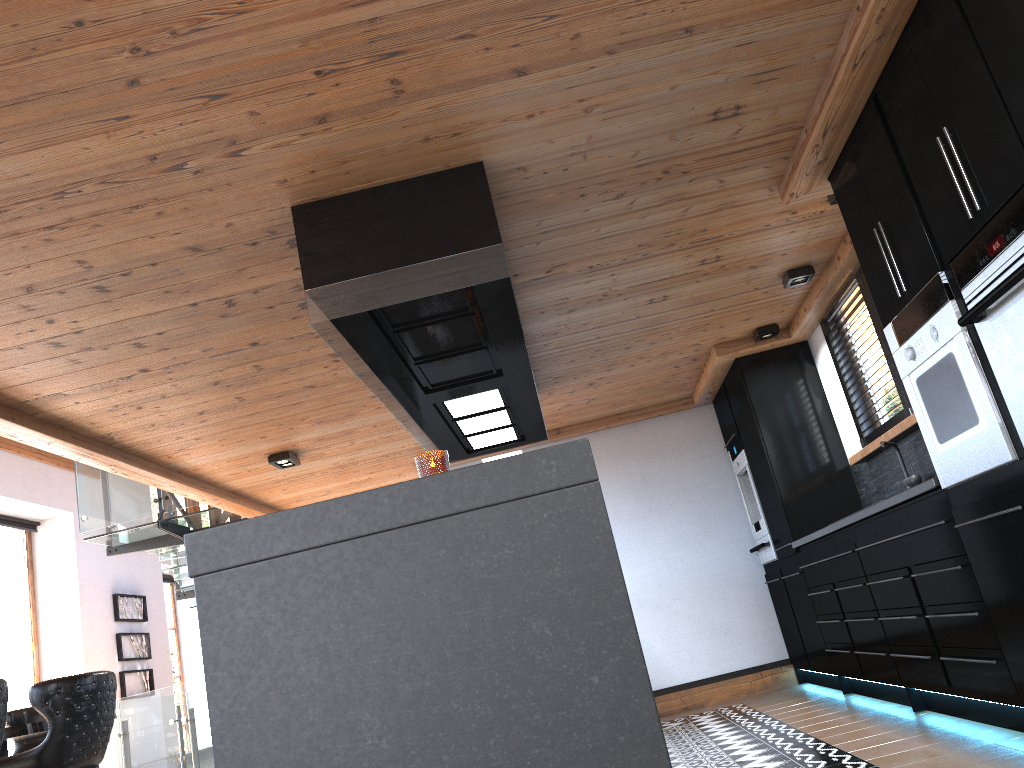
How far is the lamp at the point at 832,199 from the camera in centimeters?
405cm

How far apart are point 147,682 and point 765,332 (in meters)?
9.83

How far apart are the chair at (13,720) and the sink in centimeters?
562cm

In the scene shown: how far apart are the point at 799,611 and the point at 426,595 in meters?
5.0

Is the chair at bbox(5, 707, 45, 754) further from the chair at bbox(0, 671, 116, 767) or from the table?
the chair at bbox(0, 671, 116, 767)

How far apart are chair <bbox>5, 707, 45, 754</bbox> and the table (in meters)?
0.81

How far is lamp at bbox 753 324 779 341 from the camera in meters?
5.9 m

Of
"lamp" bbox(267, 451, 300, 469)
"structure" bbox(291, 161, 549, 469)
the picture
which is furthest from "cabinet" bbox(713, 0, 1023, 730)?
the picture

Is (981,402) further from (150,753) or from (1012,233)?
(150,753)

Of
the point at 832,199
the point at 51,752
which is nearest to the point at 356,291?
the point at 832,199
